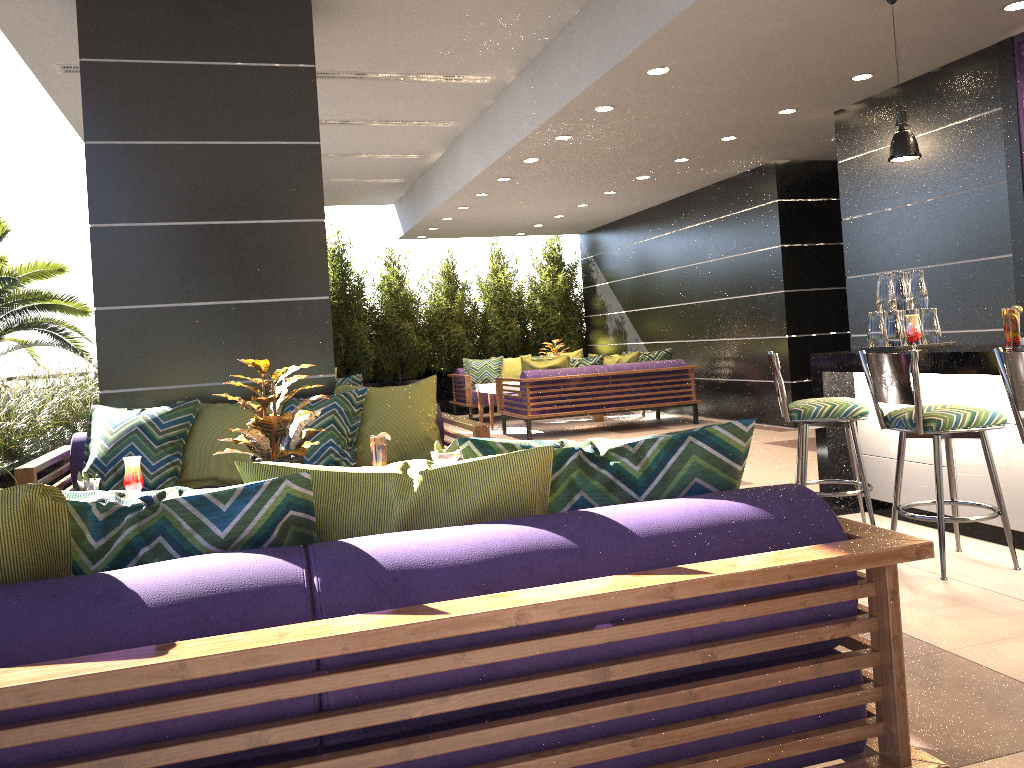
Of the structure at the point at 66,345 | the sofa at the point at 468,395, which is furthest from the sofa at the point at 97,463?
the sofa at the point at 468,395

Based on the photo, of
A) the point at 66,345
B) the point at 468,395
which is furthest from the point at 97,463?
the point at 468,395

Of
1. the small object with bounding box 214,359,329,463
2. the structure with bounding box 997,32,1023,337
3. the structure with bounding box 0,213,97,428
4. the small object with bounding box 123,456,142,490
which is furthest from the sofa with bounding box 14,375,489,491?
the structure with bounding box 0,213,97,428

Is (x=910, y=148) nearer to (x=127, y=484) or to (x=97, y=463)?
(x=127, y=484)

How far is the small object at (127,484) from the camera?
3.4m

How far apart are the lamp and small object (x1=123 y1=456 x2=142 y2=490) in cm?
389

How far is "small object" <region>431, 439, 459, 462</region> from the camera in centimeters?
309cm

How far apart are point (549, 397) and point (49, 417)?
5.1m

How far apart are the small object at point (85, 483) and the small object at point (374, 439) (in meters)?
1.11

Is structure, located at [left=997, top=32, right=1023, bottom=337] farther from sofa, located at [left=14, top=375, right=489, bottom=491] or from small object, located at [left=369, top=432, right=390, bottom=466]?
small object, located at [left=369, top=432, right=390, bottom=466]
